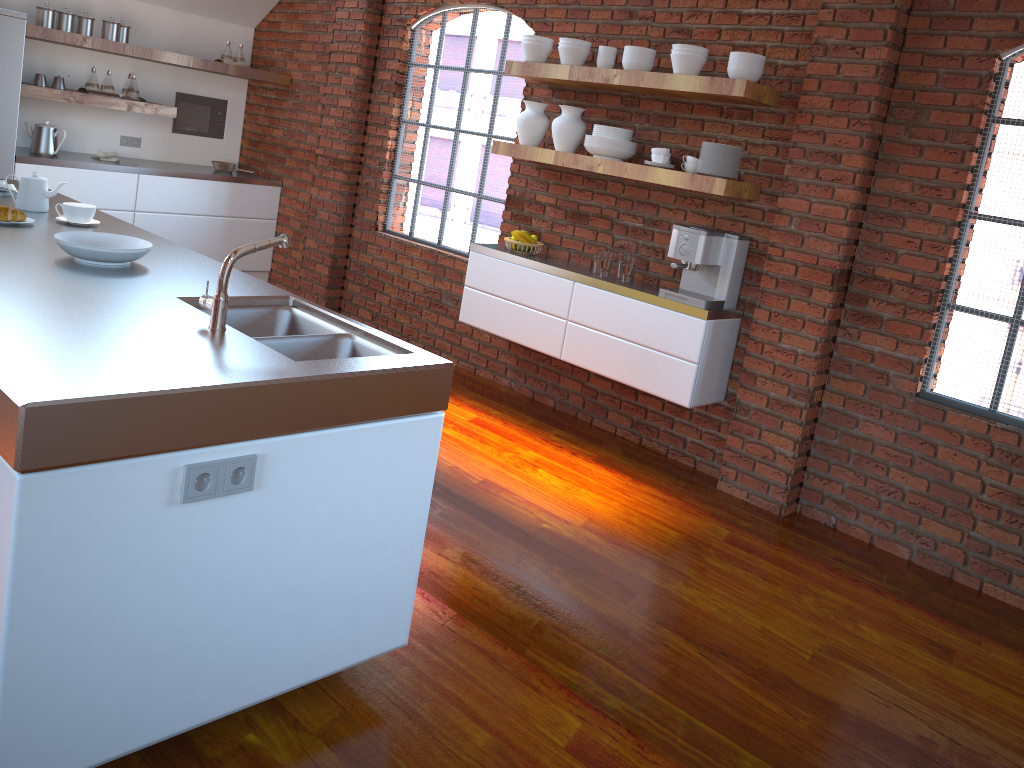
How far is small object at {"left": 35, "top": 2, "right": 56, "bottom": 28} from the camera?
5.7m

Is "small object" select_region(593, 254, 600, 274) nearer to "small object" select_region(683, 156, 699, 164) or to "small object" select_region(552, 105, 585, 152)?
"small object" select_region(552, 105, 585, 152)

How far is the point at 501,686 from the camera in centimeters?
255cm

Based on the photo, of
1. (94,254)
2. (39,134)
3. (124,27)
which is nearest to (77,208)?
(94,254)

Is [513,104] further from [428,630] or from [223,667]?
[223,667]

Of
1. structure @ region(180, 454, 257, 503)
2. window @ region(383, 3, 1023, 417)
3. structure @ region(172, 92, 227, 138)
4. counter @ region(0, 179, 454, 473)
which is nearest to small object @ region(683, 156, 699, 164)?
A: window @ region(383, 3, 1023, 417)

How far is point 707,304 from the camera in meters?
4.1 m

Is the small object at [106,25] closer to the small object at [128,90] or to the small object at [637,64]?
the small object at [128,90]

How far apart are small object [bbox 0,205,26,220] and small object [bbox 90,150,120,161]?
3.51m

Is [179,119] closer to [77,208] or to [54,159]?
[54,159]
